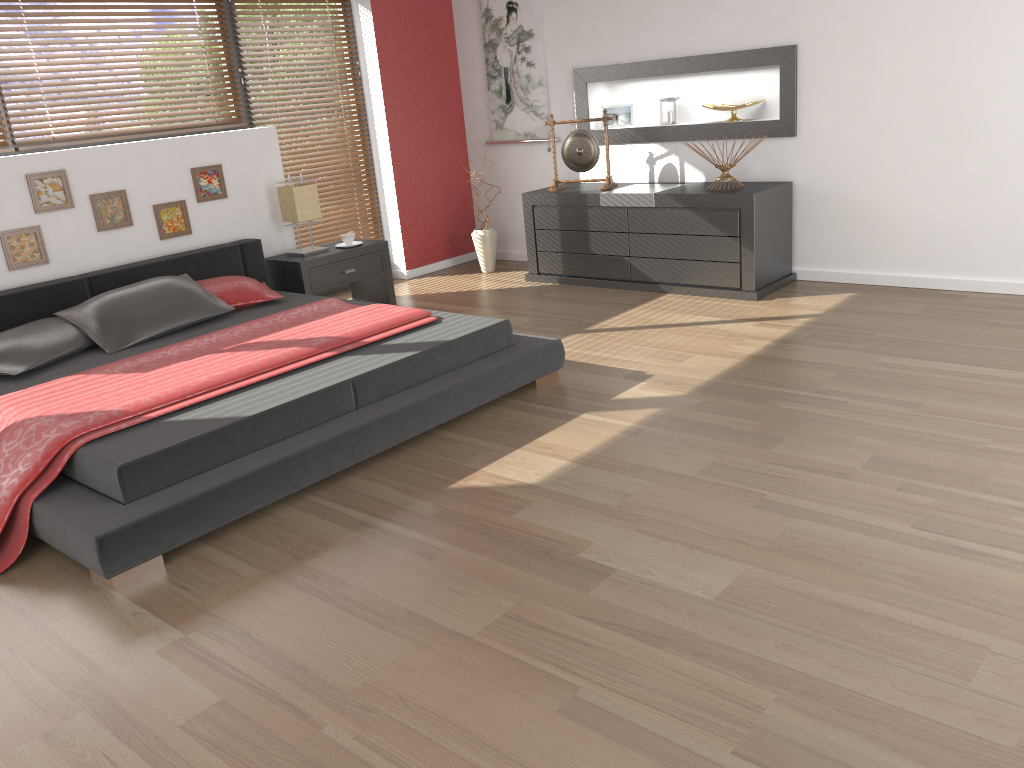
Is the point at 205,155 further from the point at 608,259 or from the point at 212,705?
the point at 212,705

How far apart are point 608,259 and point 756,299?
1.05m

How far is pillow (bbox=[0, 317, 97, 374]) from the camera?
3.83m

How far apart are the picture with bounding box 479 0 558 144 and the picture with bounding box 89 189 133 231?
2.85m

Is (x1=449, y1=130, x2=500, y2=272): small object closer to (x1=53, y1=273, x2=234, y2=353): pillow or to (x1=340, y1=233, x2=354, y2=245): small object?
(x1=340, y1=233, x2=354, y2=245): small object

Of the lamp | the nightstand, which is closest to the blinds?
the nightstand

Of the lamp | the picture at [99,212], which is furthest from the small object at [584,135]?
the picture at [99,212]

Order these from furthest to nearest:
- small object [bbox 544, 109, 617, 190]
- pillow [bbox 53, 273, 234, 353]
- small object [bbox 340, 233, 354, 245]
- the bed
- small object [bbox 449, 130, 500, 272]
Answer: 1. small object [bbox 449, 130, 500, 272]
2. small object [bbox 544, 109, 617, 190]
3. small object [bbox 340, 233, 354, 245]
4. pillow [bbox 53, 273, 234, 353]
5. the bed

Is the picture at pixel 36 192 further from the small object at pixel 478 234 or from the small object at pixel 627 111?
the small object at pixel 627 111

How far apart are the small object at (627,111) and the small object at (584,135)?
0.4m
